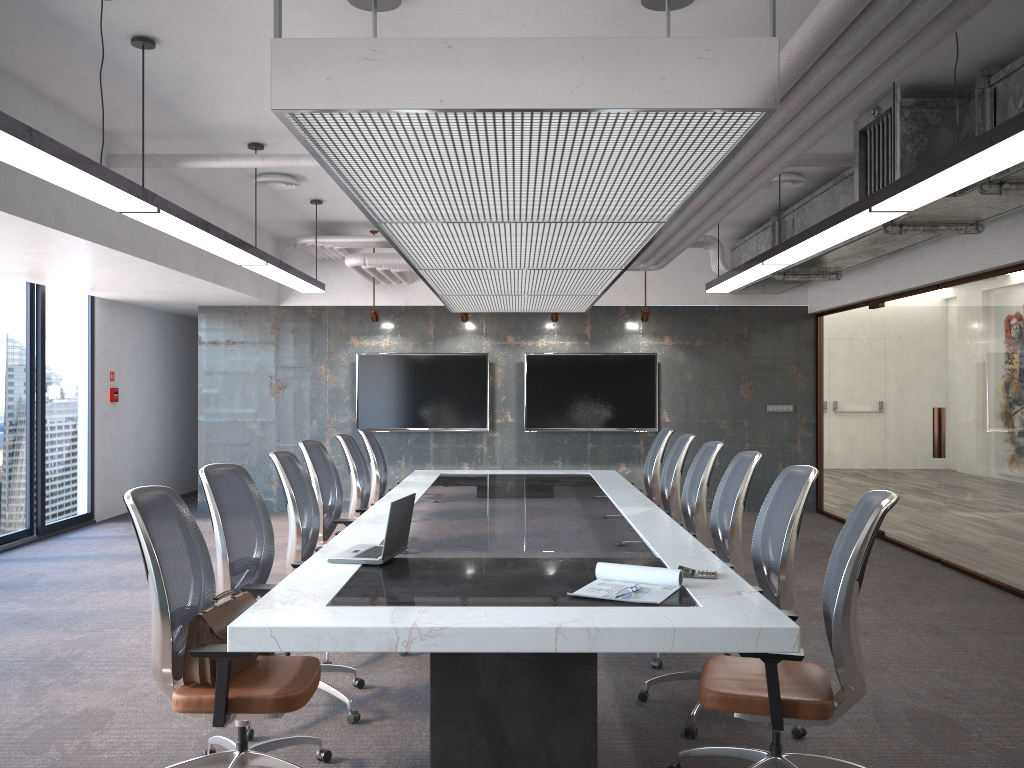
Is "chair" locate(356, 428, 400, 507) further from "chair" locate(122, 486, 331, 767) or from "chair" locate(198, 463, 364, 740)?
"chair" locate(122, 486, 331, 767)

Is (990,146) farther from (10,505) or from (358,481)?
(10,505)

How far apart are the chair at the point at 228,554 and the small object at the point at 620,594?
1.53m

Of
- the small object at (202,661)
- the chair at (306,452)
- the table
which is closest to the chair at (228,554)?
the table

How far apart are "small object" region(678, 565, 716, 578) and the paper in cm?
14

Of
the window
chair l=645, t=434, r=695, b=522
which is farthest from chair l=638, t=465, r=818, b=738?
the window

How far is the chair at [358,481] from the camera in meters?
6.9 m

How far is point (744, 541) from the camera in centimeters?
884cm

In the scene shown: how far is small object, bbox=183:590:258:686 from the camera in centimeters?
318cm

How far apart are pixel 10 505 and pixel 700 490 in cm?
666
